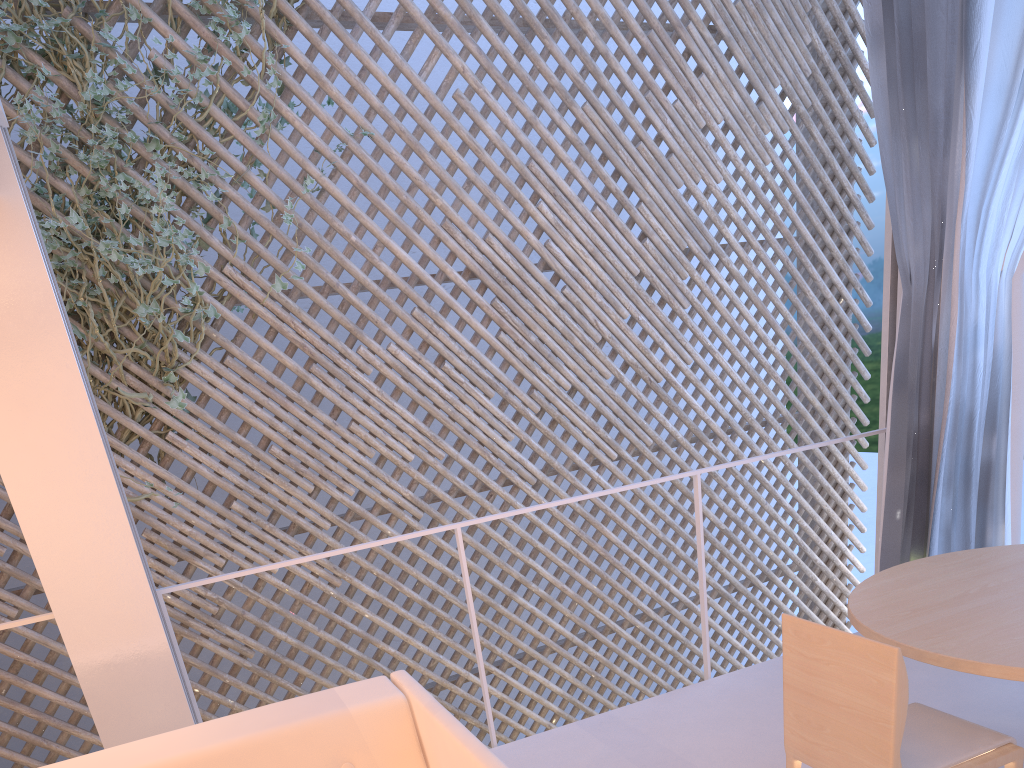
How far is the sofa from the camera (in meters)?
1.01

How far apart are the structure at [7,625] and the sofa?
0.38m

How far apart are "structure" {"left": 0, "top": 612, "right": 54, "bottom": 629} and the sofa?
0.4m

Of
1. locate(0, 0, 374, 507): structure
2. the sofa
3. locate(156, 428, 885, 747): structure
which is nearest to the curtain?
locate(156, 428, 885, 747): structure

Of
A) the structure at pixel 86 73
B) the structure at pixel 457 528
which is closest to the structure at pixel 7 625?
the structure at pixel 457 528

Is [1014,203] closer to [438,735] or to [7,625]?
[438,735]

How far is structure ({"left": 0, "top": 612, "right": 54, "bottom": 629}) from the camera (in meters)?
1.33

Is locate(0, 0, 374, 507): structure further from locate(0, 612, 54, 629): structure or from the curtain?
the curtain

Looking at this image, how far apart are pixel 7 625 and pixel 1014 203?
2.1 meters

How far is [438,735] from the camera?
1.0 meters
